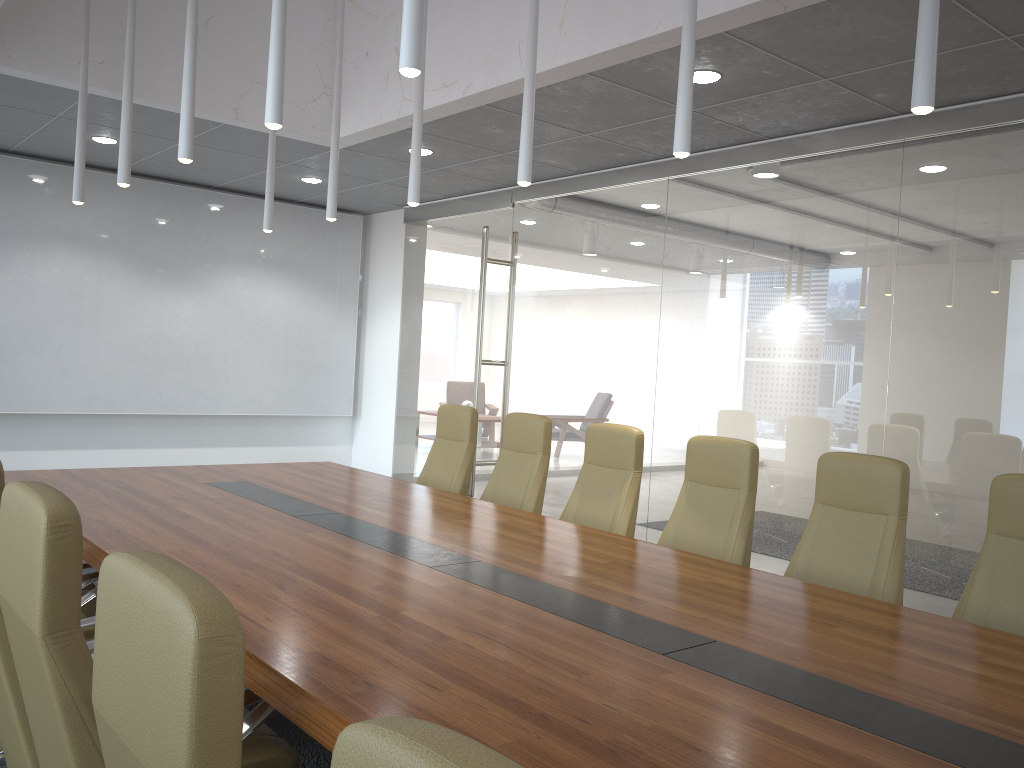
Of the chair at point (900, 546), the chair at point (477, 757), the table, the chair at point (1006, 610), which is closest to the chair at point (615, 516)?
the table

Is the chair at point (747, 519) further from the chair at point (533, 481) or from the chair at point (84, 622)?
the chair at point (84, 622)

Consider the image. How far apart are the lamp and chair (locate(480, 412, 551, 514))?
1.63m

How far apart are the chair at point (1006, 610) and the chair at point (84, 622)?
3.4 meters

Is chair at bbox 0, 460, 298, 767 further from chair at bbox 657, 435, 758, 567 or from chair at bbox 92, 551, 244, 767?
chair at bbox 657, 435, 758, 567

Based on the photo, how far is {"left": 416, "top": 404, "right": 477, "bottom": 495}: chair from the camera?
6.39m

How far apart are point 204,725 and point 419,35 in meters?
2.3

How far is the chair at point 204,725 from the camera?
1.12m

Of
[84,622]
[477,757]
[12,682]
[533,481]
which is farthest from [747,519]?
[477,757]

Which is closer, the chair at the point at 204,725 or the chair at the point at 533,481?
the chair at the point at 204,725
